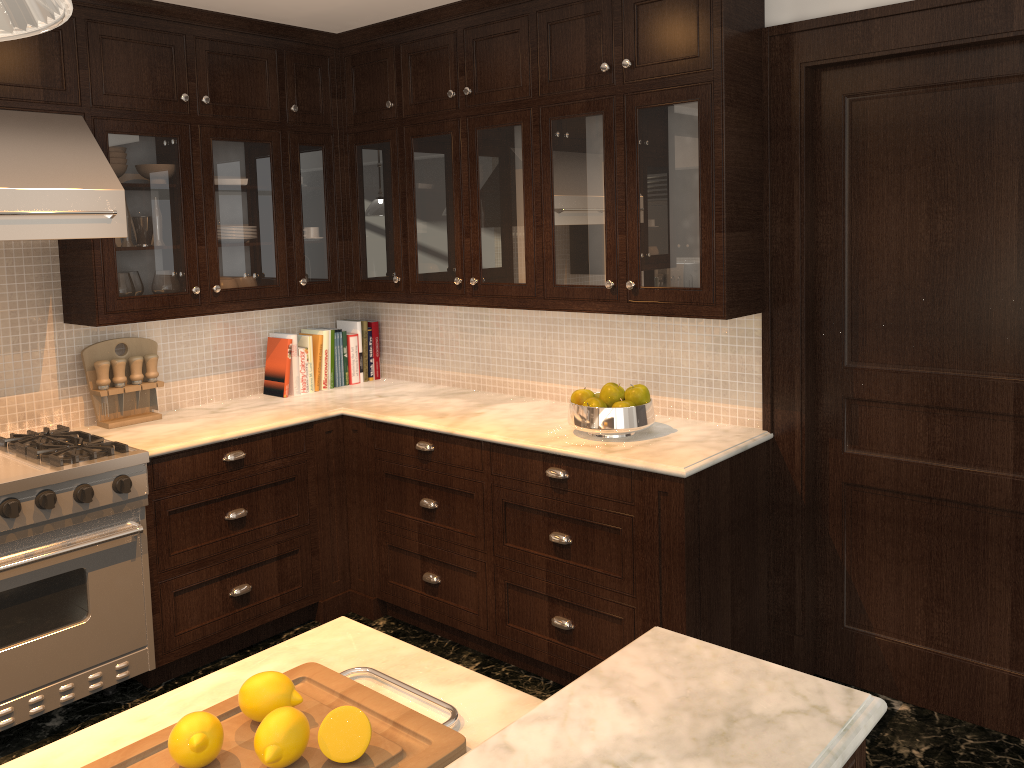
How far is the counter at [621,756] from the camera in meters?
1.0 m

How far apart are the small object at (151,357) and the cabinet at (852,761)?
3.3 meters

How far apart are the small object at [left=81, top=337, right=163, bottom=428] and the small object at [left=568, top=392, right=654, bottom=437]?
1.8m

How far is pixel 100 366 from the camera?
3.53m

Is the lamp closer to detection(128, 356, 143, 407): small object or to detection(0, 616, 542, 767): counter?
detection(0, 616, 542, 767): counter

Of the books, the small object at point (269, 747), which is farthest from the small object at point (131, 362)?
the small object at point (269, 747)

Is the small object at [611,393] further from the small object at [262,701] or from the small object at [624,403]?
the small object at [262,701]

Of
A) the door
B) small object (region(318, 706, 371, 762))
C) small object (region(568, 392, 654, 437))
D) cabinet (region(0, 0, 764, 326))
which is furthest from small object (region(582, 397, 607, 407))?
small object (region(318, 706, 371, 762))

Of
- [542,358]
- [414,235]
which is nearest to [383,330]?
[414,235]

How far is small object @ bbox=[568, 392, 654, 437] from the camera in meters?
3.1 m
